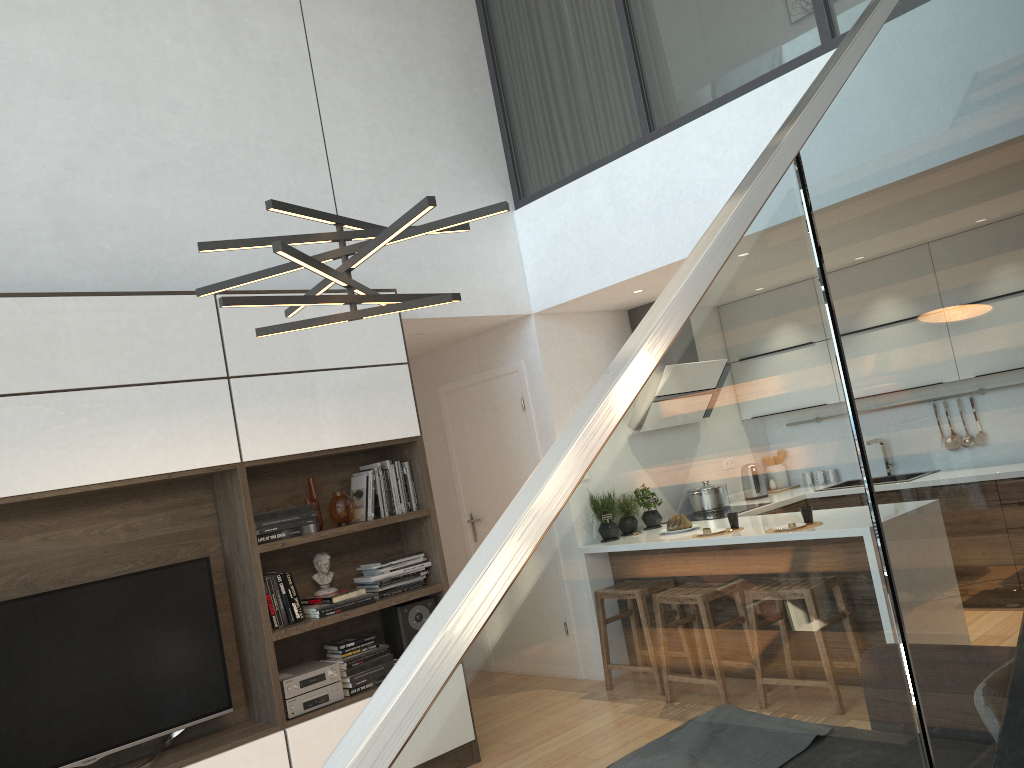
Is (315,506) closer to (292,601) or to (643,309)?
(292,601)

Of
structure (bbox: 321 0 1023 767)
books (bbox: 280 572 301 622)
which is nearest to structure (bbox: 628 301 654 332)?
books (bbox: 280 572 301 622)

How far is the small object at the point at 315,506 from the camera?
4.41m

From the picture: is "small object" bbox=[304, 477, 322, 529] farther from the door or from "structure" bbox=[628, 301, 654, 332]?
"structure" bbox=[628, 301, 654, 332]

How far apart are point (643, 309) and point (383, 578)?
2.9 meters

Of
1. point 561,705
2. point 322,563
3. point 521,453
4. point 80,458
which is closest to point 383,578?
point 322,563

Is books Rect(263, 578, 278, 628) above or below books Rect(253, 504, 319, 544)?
below

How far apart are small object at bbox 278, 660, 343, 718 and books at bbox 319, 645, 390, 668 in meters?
0.1 m

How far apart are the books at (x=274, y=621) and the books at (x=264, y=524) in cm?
32

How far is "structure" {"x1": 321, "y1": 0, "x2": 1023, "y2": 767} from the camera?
0.6m
